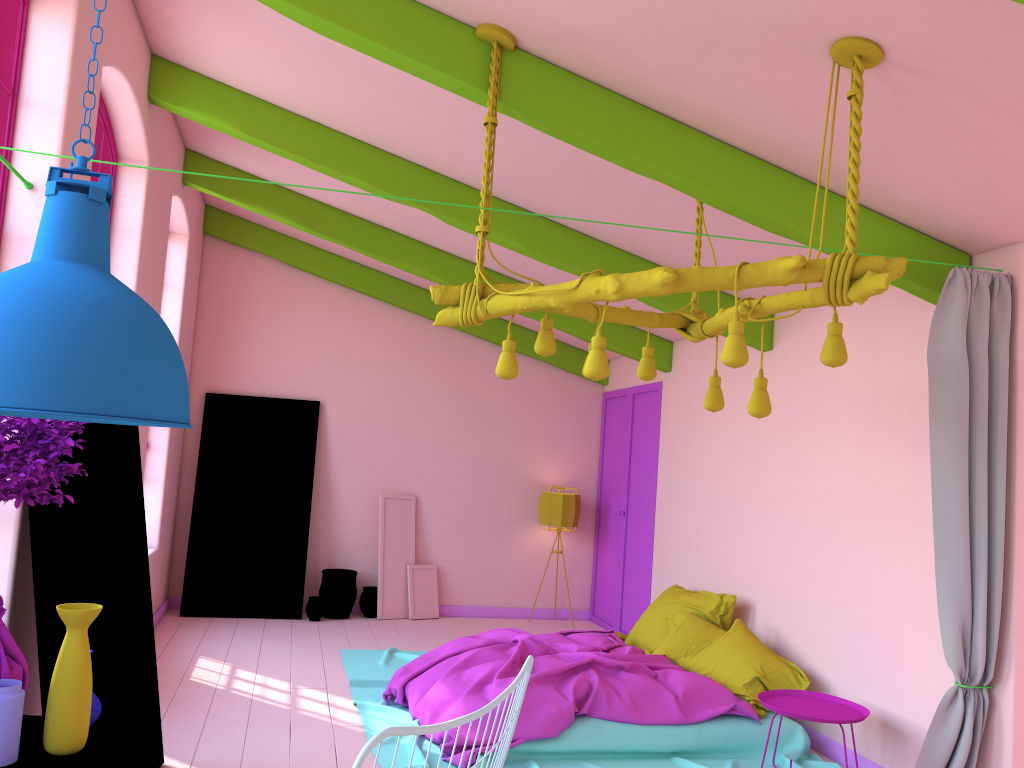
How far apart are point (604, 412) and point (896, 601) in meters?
5.3

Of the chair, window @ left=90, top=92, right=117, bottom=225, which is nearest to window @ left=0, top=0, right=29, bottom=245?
window @ left=90, top=92, right=117, bottom=225

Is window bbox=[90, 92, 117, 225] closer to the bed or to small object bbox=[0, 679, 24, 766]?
the bed

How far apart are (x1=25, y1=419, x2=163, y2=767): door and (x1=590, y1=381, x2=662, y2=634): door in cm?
498

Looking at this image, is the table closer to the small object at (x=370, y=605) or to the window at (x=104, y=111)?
the window at (x=104, y=111)

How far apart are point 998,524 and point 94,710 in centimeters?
394cm

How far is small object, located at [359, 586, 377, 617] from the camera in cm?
912

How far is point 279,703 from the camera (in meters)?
5.84

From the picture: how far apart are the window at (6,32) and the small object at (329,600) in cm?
578

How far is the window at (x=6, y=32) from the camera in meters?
3.7
